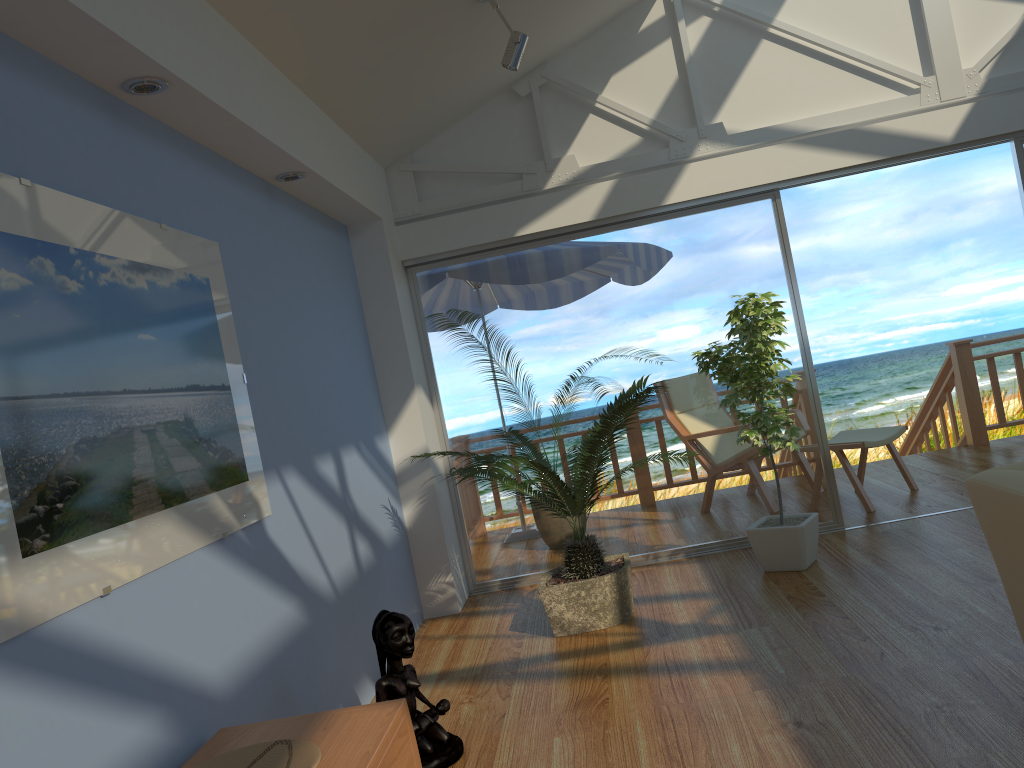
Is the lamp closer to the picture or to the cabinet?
the picture

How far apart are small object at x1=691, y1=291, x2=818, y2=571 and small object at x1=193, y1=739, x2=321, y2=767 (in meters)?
2.89

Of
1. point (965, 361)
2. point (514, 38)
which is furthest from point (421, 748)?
point (965, 361)

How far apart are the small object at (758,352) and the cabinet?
2.6m

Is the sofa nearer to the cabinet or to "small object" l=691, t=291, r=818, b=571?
"small object" l=691, t=291, r=818, b=571

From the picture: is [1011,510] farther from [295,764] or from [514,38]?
[514,38]

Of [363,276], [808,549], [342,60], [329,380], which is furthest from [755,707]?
[363,276]

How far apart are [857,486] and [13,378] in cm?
478

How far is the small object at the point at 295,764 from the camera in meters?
1.9 m

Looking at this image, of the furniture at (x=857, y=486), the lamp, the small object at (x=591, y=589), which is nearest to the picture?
the small object at (x=591, y=589)
